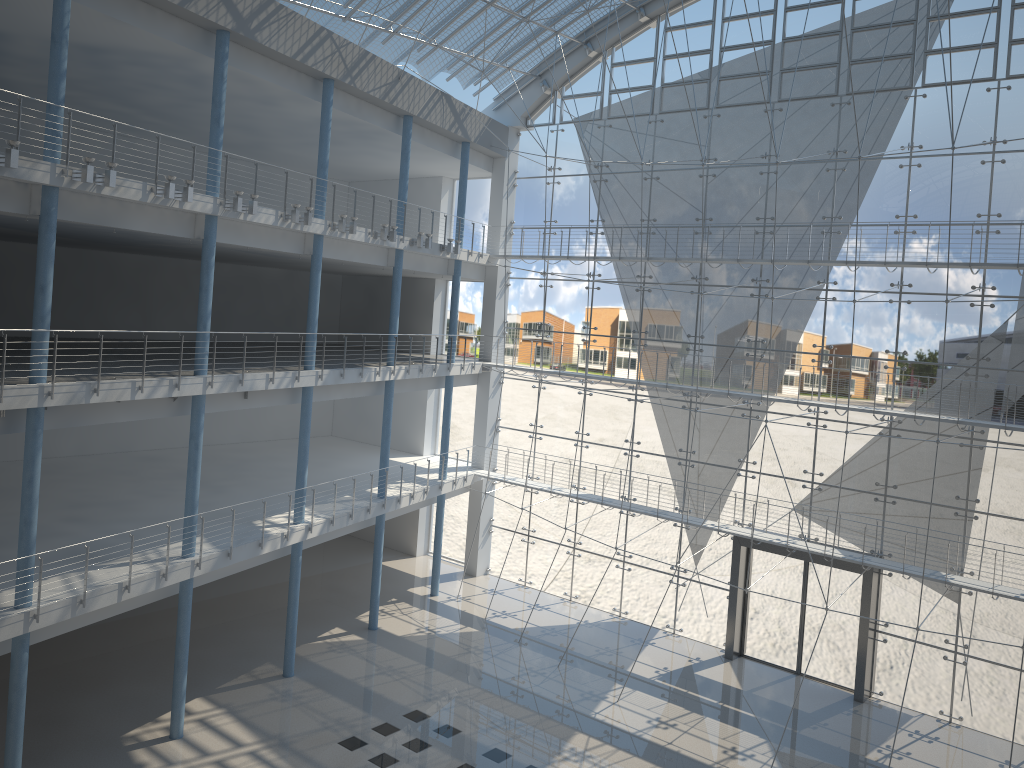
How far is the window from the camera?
3.00m

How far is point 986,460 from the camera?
3.0 meters

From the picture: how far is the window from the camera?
3.00m

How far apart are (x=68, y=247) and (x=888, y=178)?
3.3 meters

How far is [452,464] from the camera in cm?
441
